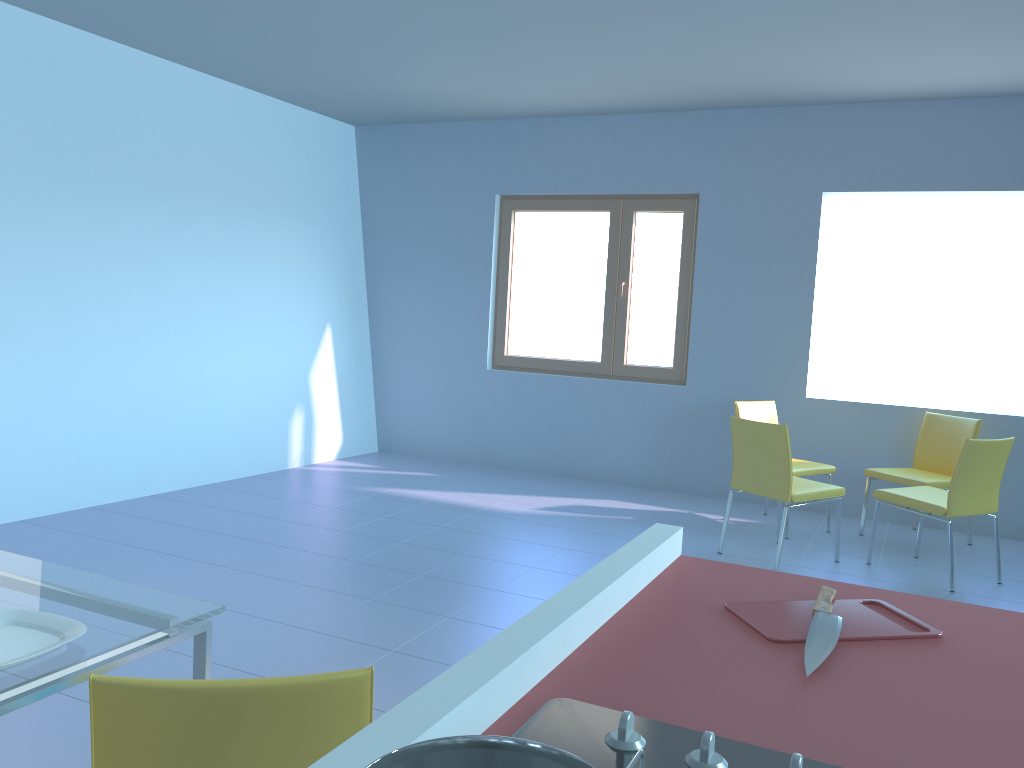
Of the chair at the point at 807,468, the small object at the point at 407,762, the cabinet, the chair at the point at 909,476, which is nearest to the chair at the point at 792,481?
the chair at the point at 807,468

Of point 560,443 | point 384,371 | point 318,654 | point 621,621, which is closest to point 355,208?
point 384,371

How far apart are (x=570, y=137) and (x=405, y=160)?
1.3m

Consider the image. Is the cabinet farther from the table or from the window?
the window

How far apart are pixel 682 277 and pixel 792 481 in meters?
2.1

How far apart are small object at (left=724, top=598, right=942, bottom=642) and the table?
0.93m

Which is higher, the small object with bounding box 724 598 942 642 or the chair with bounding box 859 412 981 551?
the small object with bounding box 724 598 942 642

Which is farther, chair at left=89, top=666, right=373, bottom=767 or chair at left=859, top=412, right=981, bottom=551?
chair at left=859, top=412, right=981, bottom=551

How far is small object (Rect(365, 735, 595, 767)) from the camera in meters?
0.5

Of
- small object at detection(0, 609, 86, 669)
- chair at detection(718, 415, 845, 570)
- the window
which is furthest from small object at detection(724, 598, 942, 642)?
the window
